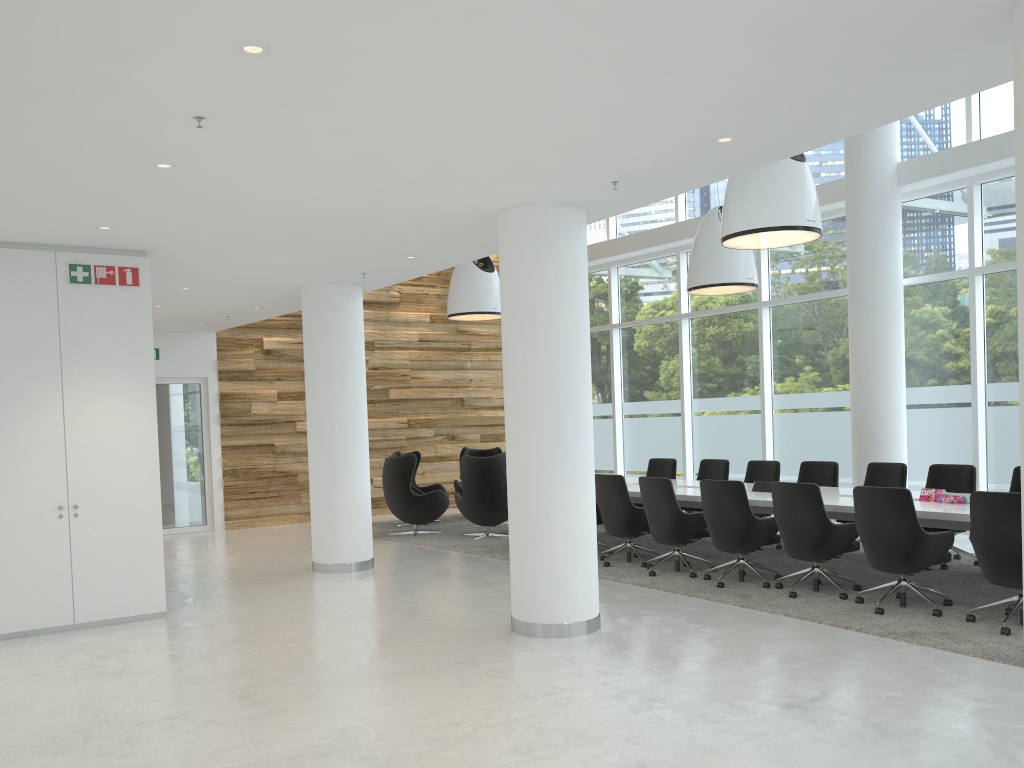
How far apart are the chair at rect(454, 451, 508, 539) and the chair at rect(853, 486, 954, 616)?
5.4 meters

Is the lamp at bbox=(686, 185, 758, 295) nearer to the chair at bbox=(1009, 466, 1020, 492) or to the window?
the window

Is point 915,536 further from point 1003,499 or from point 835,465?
point 835,465

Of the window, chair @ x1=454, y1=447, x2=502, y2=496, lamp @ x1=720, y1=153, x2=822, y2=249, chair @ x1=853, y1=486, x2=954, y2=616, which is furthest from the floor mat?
lamp @ x1=720, y1=153, x2=822, y2=249

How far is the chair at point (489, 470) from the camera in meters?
11.5 m

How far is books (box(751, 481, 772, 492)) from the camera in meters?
9.2

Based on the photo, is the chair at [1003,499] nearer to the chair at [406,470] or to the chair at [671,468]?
the chair at [671,468]

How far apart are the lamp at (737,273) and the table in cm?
239

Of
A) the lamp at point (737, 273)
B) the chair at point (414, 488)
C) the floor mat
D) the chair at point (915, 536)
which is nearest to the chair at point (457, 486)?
the chair at point (414, 488)

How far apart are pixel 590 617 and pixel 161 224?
4.3 meters
